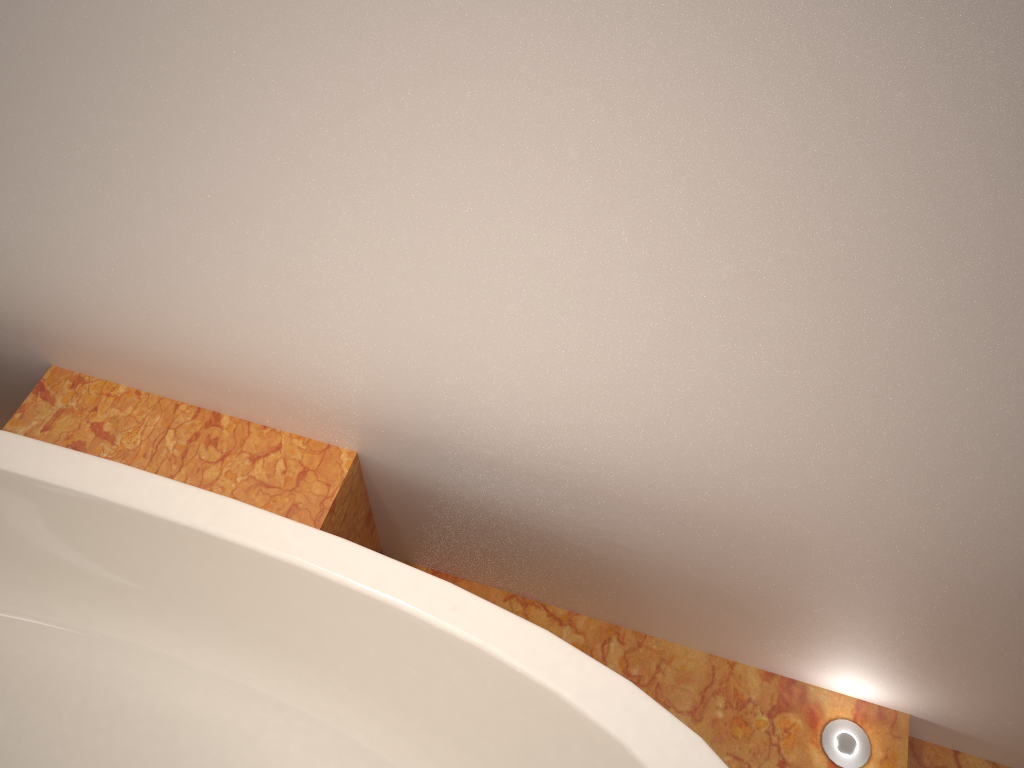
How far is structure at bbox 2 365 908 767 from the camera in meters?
1.2

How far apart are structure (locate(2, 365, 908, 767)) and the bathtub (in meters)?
0.08

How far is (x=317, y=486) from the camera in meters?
1.2 m

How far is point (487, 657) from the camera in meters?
1.0

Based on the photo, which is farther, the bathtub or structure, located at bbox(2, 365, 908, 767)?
structure, located at bbox(2, 365, 908, 767)

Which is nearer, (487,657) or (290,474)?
(487,657)

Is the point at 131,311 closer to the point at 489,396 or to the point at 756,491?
the point at 489,396

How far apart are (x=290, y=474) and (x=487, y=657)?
0.4 meters
